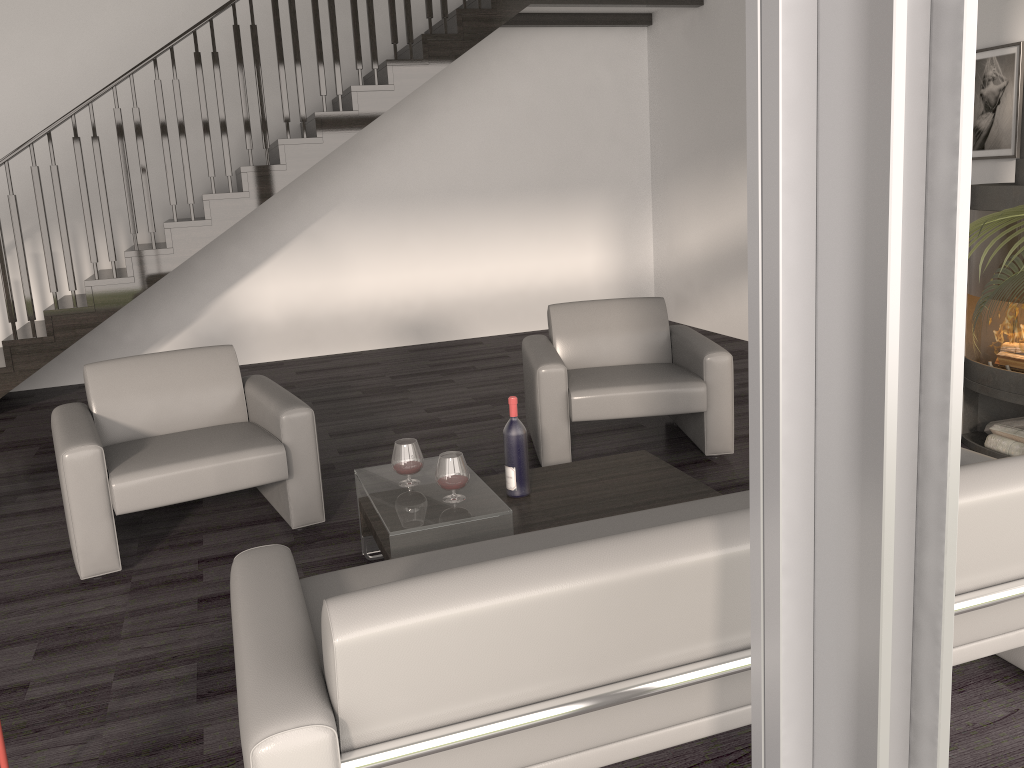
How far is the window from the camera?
1.0 meters

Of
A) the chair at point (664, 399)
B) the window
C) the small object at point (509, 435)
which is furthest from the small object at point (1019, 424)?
the window

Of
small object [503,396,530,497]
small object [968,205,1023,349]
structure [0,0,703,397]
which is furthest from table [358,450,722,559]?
structure [0,0,703,397]

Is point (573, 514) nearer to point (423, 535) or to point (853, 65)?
point (423, 535)

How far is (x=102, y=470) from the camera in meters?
3.3 m

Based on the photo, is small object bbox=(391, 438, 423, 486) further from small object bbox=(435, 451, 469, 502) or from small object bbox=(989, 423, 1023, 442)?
small object bbox=(989, 423, 1023, 442)

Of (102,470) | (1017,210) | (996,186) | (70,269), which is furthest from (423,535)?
(70,269)

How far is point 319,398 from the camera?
6.1 meters

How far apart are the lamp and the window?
1.68m

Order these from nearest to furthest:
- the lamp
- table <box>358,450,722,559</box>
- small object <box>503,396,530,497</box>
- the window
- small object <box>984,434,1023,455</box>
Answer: the window → the lamp → table <box>358,450,722,559</box> → small object <box>503,396,530,497</box> → small object <box>984,434,1023,455</box>
